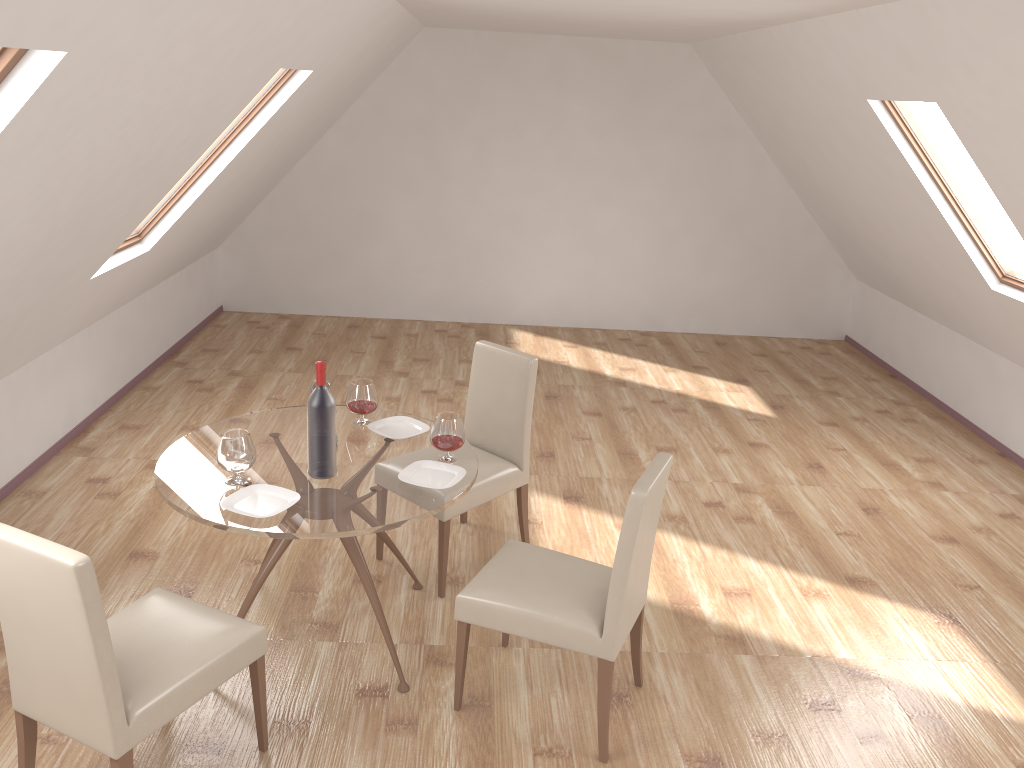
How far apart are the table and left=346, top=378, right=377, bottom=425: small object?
0.04m

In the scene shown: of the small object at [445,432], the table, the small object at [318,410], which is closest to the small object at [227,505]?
the table

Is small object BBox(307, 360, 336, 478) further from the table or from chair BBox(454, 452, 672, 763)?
chair BBox(454, 452, 672, 763)

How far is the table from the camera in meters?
2.9

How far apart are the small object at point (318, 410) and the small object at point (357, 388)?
0.5 meters

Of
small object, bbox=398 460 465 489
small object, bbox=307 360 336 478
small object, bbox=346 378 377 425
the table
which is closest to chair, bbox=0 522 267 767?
the table

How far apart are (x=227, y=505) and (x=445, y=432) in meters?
0.8 m

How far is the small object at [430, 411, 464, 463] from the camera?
3.36m

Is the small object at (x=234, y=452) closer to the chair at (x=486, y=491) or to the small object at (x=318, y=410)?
the small object at (x=318, y=410)

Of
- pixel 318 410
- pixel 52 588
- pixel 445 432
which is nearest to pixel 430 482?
pixel 445 432
